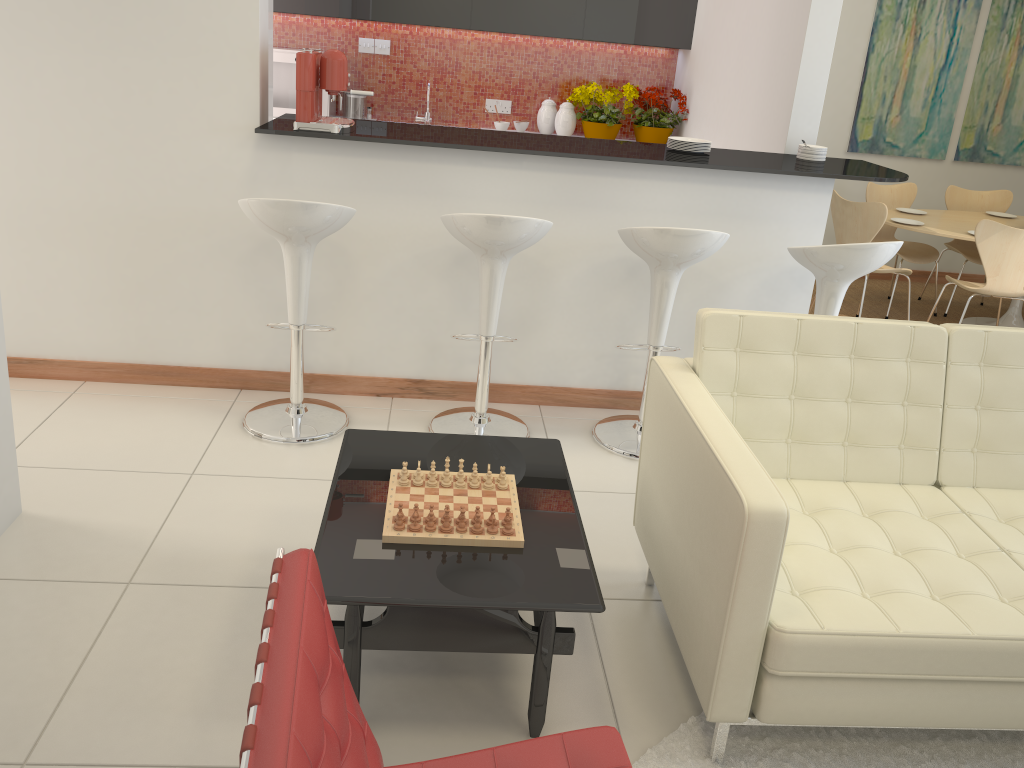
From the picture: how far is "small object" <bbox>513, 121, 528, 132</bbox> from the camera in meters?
6.6 m

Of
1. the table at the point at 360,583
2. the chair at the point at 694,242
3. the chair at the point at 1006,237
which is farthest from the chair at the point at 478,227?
the chair at the point at 1006,237

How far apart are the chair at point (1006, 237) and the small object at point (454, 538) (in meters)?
3.91

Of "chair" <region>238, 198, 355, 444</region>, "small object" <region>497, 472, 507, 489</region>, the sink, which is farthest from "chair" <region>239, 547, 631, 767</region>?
the sink

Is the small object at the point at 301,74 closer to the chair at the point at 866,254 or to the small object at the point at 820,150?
the chair at the point at 866,254

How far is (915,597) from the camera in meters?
2.2

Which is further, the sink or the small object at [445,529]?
the sink

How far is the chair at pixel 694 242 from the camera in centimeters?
344cm

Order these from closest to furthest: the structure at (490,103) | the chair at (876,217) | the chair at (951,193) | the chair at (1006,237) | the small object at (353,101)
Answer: the chair at (1006,237)
the chair at (876,217)
the small object at (353,101)
the chair at (951,193)
the structure at (490,103)

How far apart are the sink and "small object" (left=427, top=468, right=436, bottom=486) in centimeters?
470cm
